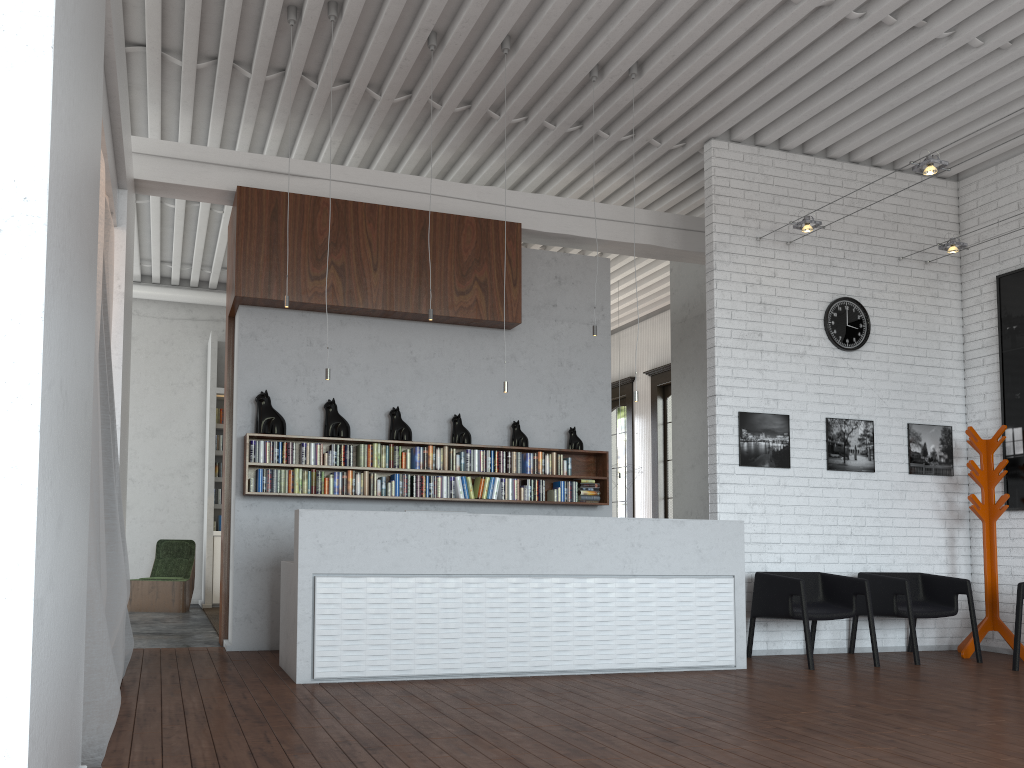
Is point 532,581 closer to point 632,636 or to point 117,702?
point 632,636
